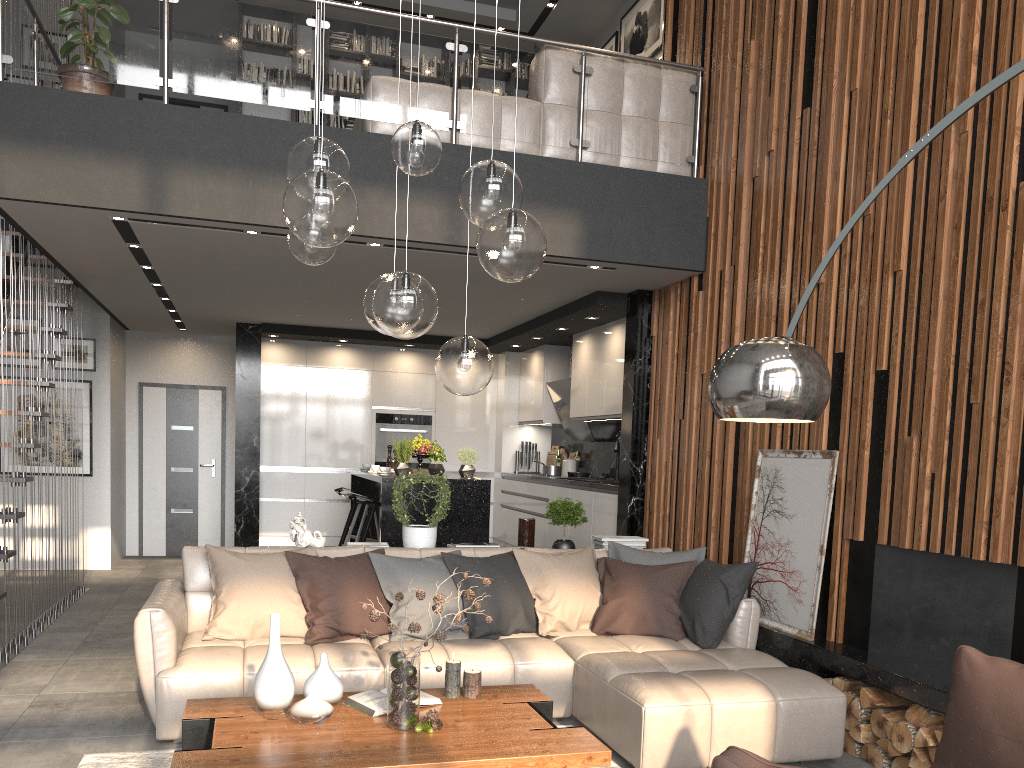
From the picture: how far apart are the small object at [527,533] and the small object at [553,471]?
3.5m

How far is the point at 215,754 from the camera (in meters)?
2.77

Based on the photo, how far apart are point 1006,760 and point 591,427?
6.8m

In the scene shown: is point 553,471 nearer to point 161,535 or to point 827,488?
point 827,488

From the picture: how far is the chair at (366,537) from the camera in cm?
720

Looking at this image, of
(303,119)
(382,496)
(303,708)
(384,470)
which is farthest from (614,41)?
(303,708)

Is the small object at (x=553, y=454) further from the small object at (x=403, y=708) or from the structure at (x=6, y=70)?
the small object at (x=403, y=708)

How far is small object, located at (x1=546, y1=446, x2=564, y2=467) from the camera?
10.1 meters

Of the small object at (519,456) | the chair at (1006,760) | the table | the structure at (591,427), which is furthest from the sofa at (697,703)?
the small object at (519,456)

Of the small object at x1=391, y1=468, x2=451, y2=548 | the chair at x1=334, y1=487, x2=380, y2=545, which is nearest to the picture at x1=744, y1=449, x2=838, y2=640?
the small object at x1=391, y1=468, x2=451, y2=548
